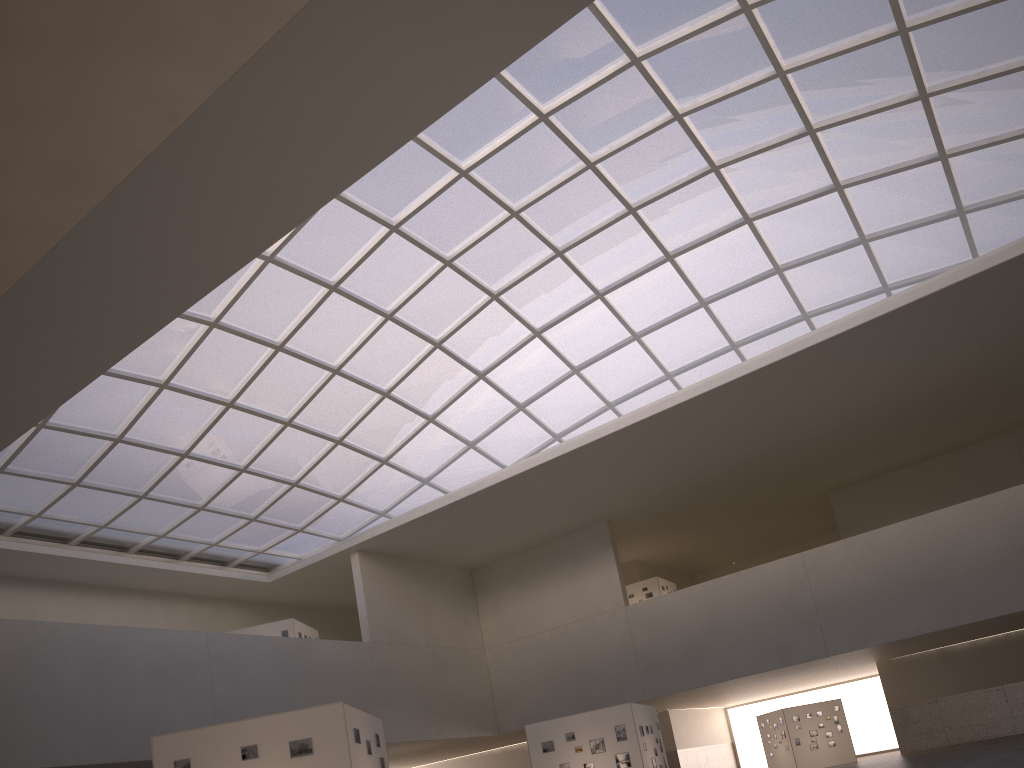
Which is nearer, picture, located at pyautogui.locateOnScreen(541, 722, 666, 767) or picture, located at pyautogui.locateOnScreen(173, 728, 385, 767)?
picture, located at pyautogui.locateOnScreen(173, 728, 385, 767)

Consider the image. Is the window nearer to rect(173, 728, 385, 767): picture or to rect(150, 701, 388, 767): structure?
rect(150, 701, 388, 767): structure

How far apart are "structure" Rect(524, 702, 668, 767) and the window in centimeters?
1773cm

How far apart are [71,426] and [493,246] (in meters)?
22.47

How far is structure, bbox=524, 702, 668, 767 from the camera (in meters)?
31.96

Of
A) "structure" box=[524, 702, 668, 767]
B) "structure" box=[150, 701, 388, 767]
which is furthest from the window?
"structure" box=[150, 701, 388, 767]

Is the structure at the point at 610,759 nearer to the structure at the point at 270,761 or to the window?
the structure at the point at 270,761

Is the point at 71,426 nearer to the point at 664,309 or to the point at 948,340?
the point at 664,309

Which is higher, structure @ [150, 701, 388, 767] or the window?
the window

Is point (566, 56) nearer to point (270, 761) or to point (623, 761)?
point (623, 761)
